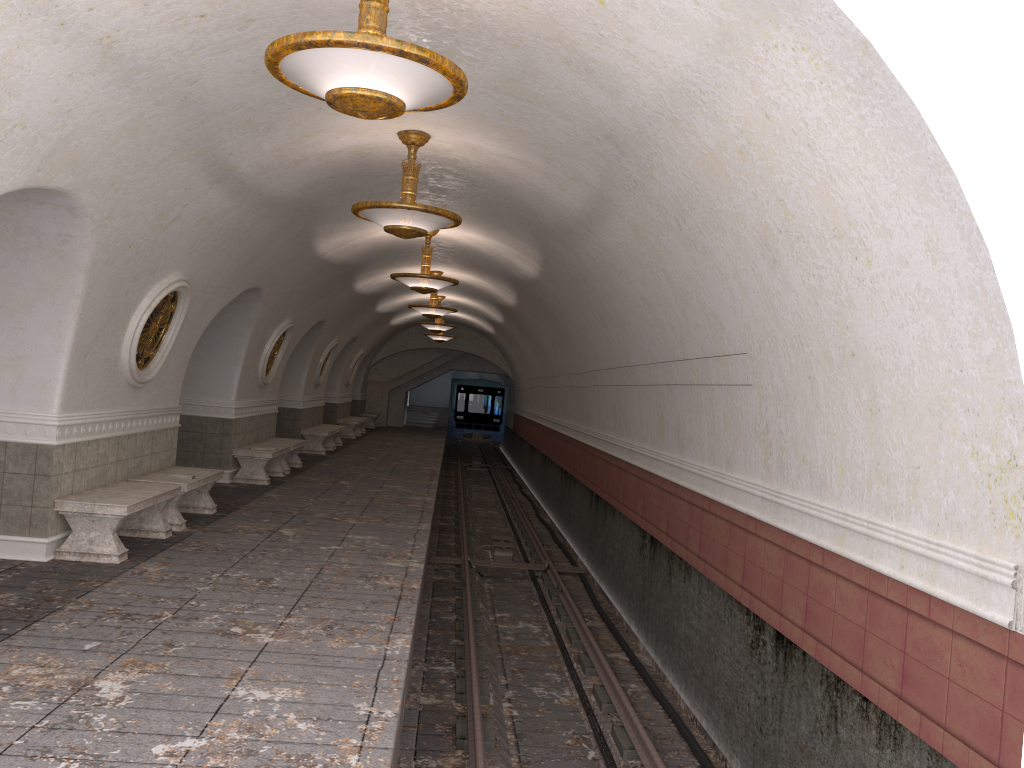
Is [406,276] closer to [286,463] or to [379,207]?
[286,463]

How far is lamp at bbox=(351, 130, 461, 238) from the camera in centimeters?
767cm

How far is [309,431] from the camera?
19.5m

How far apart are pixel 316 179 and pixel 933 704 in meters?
7.5 m

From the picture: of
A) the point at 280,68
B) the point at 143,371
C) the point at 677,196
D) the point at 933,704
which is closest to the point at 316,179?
the point at 143,371

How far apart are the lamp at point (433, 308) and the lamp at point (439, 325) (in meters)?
4.39

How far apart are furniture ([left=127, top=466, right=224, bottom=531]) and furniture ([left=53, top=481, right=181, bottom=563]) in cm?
28

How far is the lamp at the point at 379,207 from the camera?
7.7 meters

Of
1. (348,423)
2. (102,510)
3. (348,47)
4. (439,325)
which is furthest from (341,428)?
(348,47)

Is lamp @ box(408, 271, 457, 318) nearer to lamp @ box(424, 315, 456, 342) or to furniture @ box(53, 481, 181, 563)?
furniture @ box(53, 481, 181, 563)
